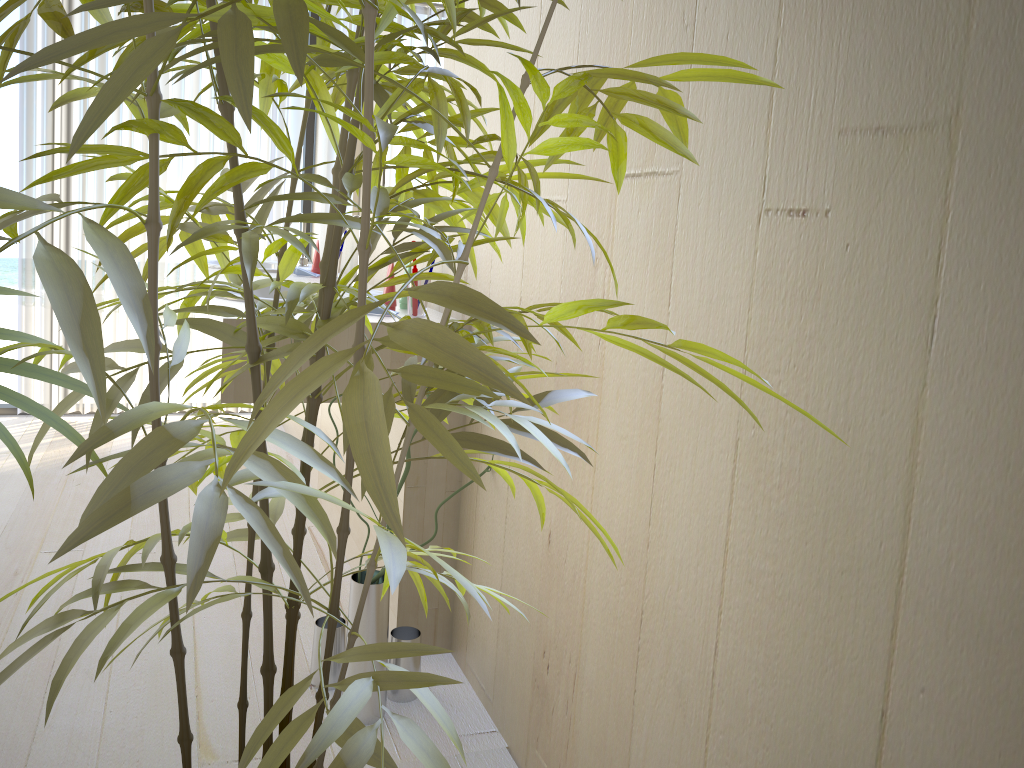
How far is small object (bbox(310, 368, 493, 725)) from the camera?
1.8 meters

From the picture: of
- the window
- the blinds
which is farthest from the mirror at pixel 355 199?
the window

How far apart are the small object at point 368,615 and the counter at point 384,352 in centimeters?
12cm

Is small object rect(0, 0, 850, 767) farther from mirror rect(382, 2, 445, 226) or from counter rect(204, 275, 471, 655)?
mirror rect(382, 2, 445, 226)

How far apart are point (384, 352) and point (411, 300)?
0.2m

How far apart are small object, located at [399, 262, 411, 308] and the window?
2.3m

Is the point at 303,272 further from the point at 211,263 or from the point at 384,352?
the point at 384,352

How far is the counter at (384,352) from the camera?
1.92m

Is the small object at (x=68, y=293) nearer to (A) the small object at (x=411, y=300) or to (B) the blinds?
(A) the small object at (x=411, y=300)

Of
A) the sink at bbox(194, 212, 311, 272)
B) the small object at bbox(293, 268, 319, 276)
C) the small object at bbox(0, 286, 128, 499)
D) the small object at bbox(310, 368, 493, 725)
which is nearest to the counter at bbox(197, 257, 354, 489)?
the sink at bbox(194, 212, 311, 272)
